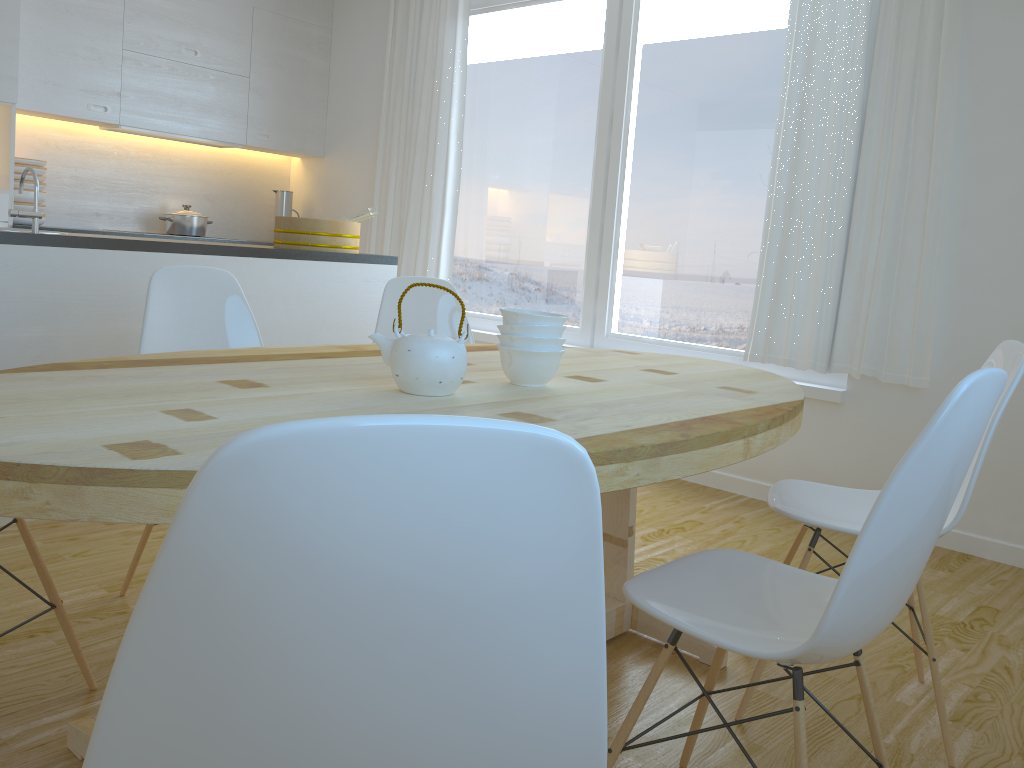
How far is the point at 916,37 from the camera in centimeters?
336cm

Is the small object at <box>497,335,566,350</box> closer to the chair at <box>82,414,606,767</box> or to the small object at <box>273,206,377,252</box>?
the chair at <box>82,414,606,767</box>

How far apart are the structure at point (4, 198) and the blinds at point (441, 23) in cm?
199

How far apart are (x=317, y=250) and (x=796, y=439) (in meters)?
2.22

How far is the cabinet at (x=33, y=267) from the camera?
2.83m

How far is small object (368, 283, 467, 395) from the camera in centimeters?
164cm

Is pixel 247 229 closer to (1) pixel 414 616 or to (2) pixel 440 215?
(2) pixel 440 215

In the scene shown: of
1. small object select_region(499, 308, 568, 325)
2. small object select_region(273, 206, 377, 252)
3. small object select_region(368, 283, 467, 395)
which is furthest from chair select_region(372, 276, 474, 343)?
small object select_region(368, 283, 467, 395)

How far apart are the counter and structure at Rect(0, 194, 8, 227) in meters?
1.8 m

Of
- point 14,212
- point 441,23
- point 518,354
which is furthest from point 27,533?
point 441,23
